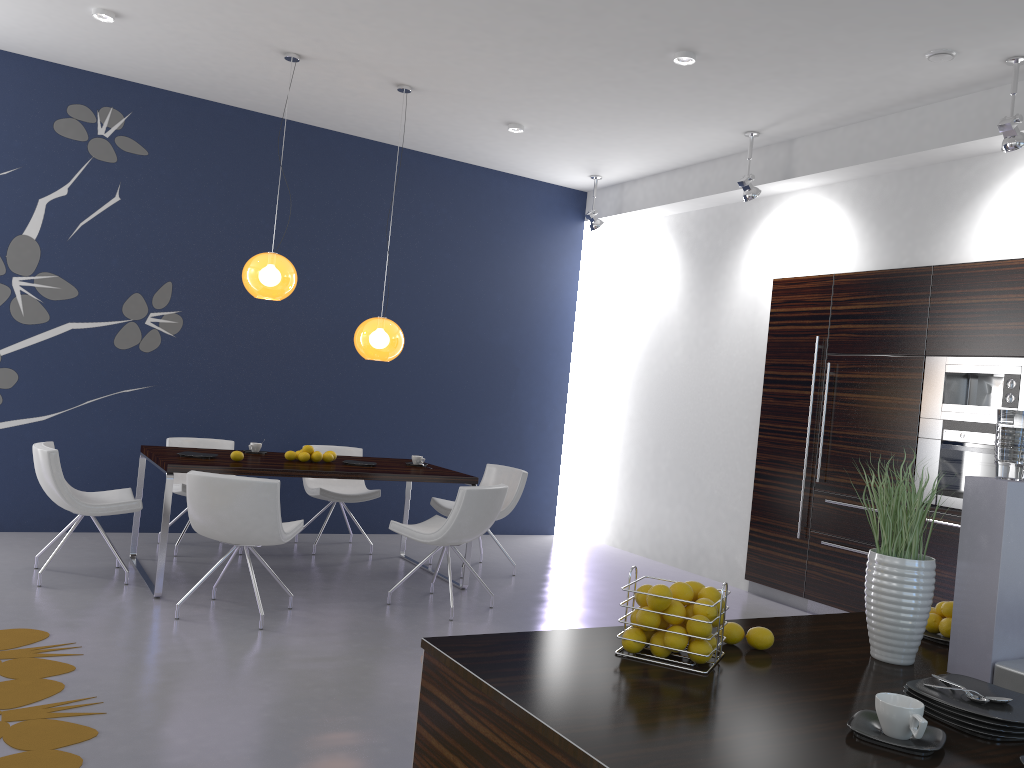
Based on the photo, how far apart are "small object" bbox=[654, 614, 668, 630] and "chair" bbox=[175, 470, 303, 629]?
3.21m

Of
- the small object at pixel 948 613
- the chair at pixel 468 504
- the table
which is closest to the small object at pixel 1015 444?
the small object at pixel 948 613

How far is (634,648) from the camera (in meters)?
1.87

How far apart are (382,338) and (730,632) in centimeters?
446cm

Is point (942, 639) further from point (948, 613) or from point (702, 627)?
point (702, 627)

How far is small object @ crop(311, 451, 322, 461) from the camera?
6.0m

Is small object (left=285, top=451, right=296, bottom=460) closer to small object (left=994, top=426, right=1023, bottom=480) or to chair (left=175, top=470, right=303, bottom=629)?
chair (left=175, top=470, right=303, bottom=629)

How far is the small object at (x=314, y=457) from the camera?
6.0m

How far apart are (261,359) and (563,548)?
3.2 meters

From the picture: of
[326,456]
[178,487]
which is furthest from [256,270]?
[178,487]
